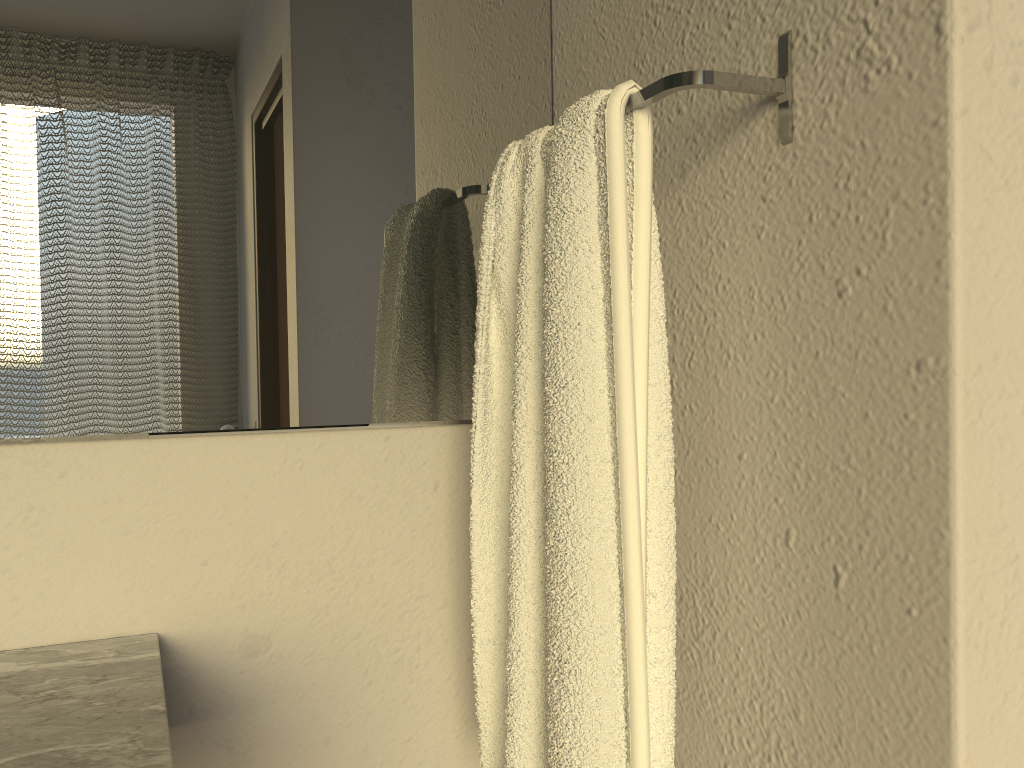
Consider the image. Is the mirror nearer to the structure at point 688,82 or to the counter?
the counter

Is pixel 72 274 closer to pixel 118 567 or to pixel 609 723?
pixel 118 567

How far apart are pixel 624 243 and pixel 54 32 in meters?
0.6

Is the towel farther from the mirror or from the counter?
the counter

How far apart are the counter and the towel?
0.3 meters

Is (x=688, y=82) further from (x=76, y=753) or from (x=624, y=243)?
(x=76, y=753)

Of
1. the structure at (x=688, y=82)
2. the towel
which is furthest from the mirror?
the structure at (x=688, y=82)

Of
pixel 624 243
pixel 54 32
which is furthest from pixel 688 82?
pixel 54 32

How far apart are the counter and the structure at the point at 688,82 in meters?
0.6 m

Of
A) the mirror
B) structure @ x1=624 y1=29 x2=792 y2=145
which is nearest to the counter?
the mirror
